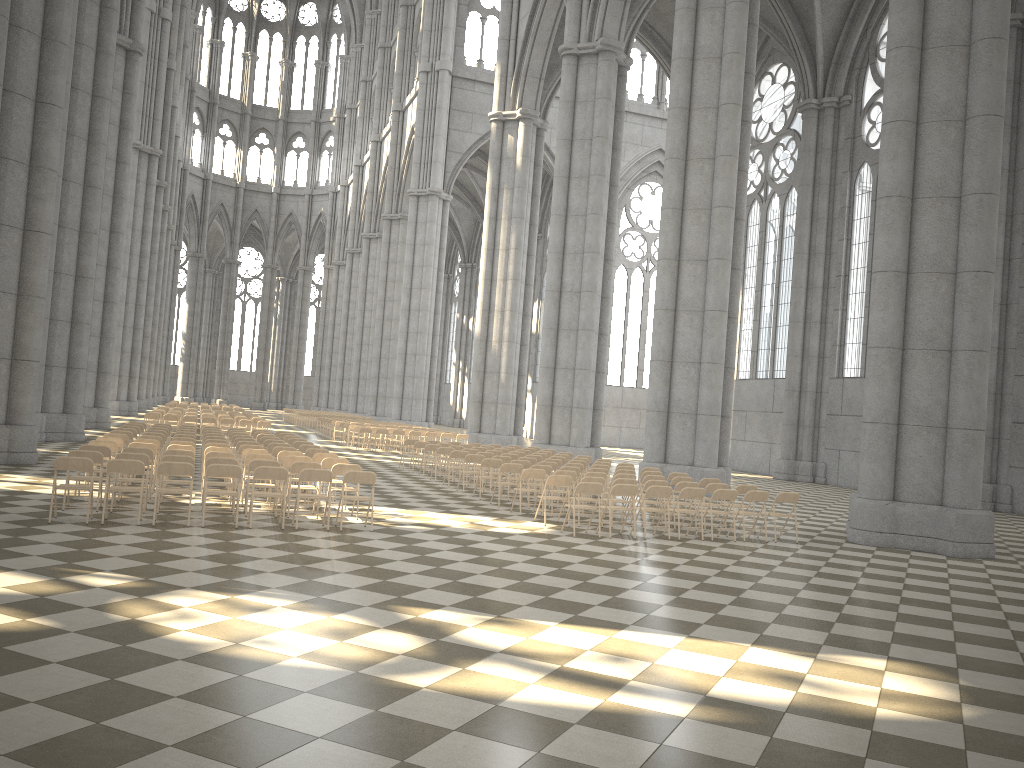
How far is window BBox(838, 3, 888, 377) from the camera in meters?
31.1 m

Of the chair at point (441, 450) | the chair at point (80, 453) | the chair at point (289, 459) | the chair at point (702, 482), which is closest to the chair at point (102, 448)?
the chair at point (80, 453)

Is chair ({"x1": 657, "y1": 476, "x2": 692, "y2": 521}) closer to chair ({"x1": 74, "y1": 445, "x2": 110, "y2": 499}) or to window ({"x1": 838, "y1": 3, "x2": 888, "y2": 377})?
chair ({"x1": 74, "y1": 445, "x2": 110, "y2": 499})

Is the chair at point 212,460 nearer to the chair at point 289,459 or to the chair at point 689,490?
the chair at point 289,459

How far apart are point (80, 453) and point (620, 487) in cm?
755

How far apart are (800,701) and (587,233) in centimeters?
2427cm

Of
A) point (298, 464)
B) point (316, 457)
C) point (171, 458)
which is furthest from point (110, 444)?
point (298, 464)

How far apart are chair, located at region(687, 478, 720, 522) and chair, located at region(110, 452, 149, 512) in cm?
955

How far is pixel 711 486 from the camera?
15.09m

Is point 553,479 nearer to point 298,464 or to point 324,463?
point 324,463
